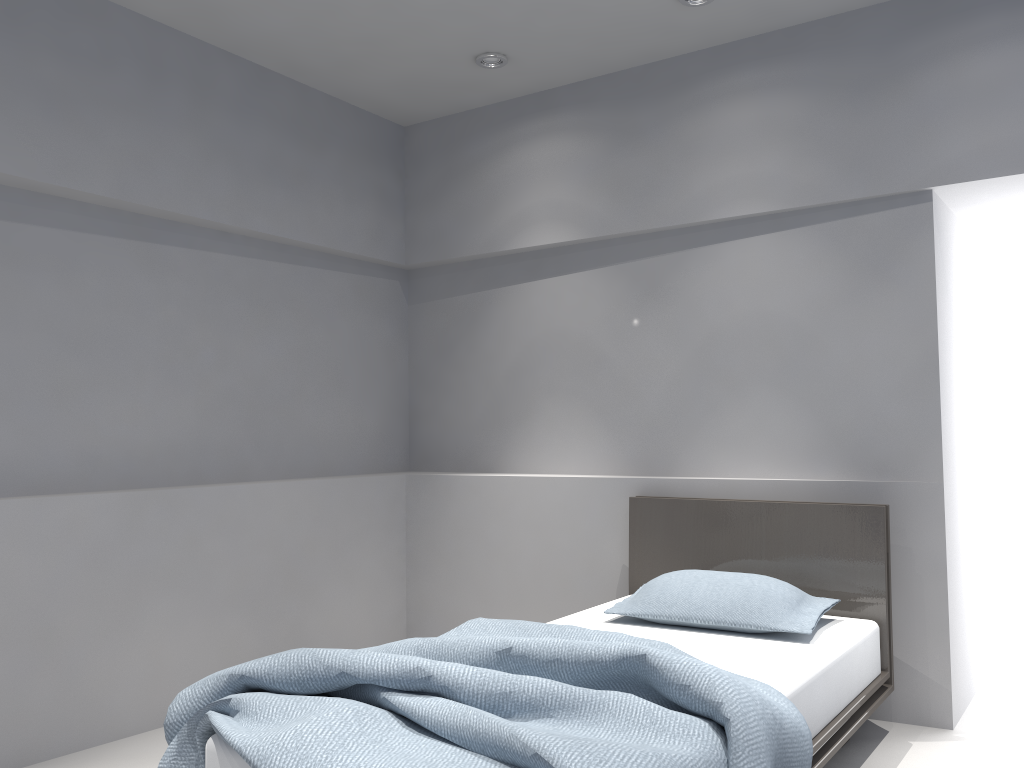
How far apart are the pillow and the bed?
0.0m

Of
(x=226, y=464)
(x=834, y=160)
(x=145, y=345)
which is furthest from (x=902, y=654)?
(x=145, y=345)

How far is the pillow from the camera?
2.91m

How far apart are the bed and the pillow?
0.0 meters

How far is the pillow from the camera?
2.9 meters

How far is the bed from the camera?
1.8 meters

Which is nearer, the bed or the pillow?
the bed

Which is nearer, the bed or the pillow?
the bed
